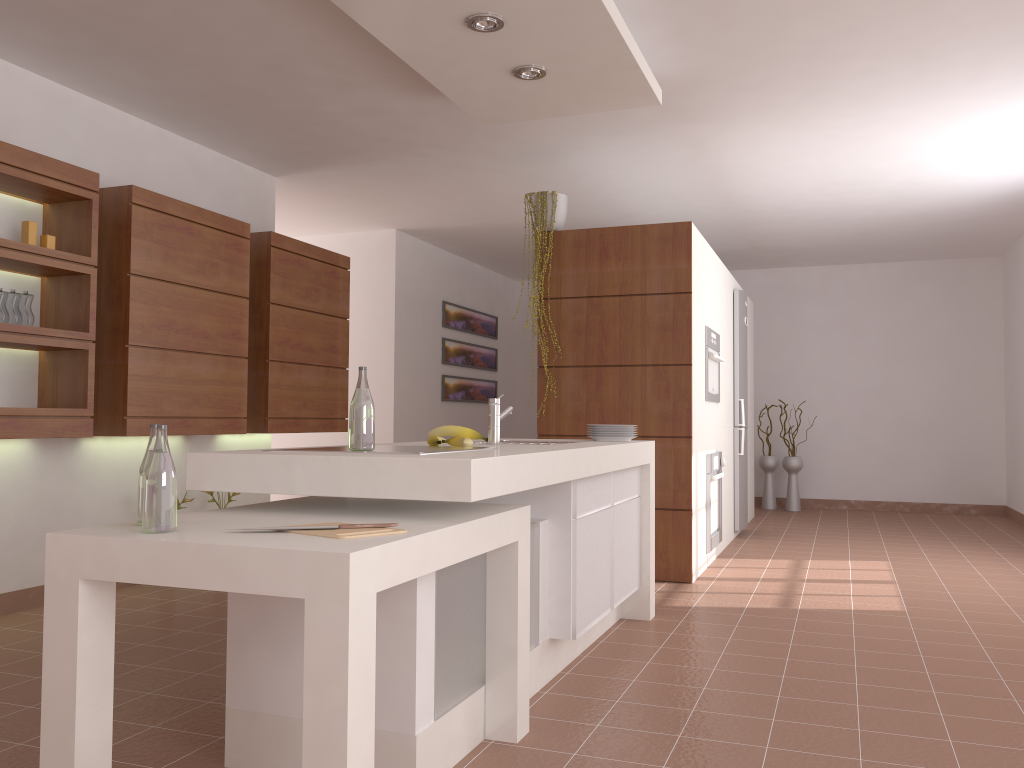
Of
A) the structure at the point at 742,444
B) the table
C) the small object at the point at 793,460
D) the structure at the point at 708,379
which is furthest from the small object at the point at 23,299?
the small object at the point at 793,460

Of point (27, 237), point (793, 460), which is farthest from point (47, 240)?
point (793, 460)

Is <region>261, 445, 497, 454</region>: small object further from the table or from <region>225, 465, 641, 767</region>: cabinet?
<region>225, 465, 641, 767</region>: cabinet

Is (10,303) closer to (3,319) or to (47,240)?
(3,319)

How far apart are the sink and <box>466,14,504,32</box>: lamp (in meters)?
1.39

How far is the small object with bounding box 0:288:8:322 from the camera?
3.73m

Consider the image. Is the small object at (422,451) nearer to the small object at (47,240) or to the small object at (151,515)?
the small object at (151,515)

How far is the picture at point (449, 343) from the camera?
8.5m

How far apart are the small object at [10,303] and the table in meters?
1.9

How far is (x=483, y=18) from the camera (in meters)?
3.23
